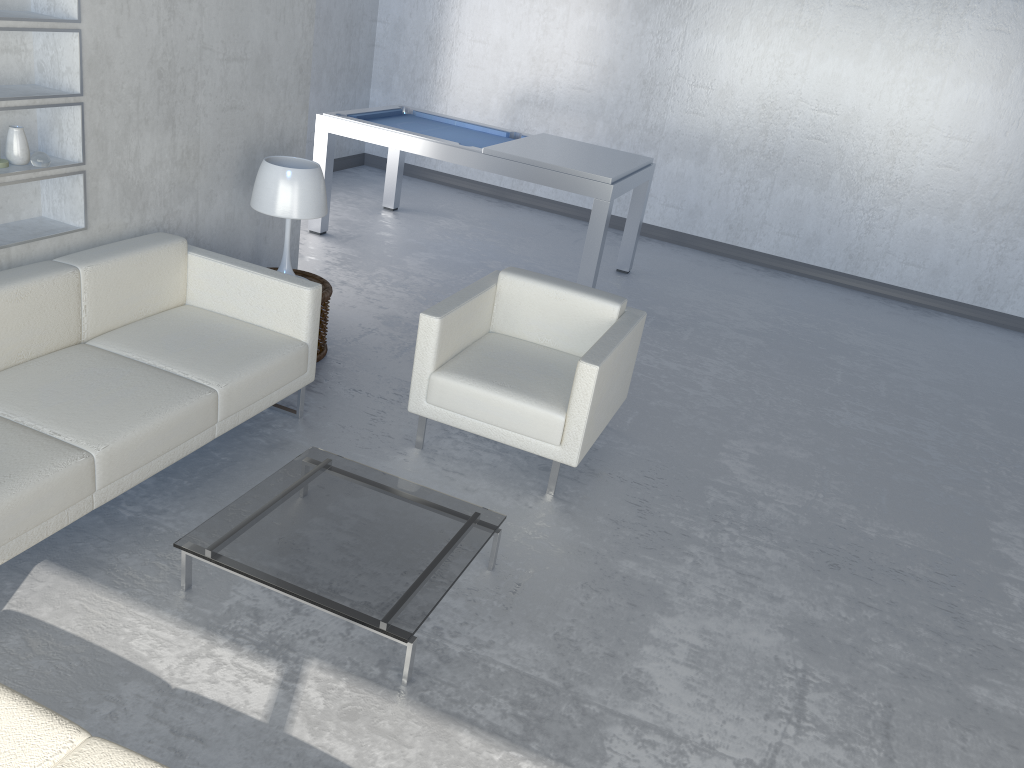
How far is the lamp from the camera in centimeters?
391cm

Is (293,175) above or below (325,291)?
above

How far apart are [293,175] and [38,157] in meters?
1.0 m

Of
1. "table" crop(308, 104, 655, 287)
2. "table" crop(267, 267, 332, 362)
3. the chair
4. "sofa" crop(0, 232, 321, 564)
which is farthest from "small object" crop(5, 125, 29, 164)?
"table" crop(308, 104, 655, 287)

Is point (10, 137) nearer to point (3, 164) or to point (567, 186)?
point (3, 164)

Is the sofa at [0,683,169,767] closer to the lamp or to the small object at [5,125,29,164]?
the small object at [5,125,29,164]

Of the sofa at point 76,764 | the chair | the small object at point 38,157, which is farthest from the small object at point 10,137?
the sofa at point 76,764

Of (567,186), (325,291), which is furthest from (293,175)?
(567,186)

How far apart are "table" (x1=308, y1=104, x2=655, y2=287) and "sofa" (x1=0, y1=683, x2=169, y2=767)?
4.3 meters

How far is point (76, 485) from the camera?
2.6m
